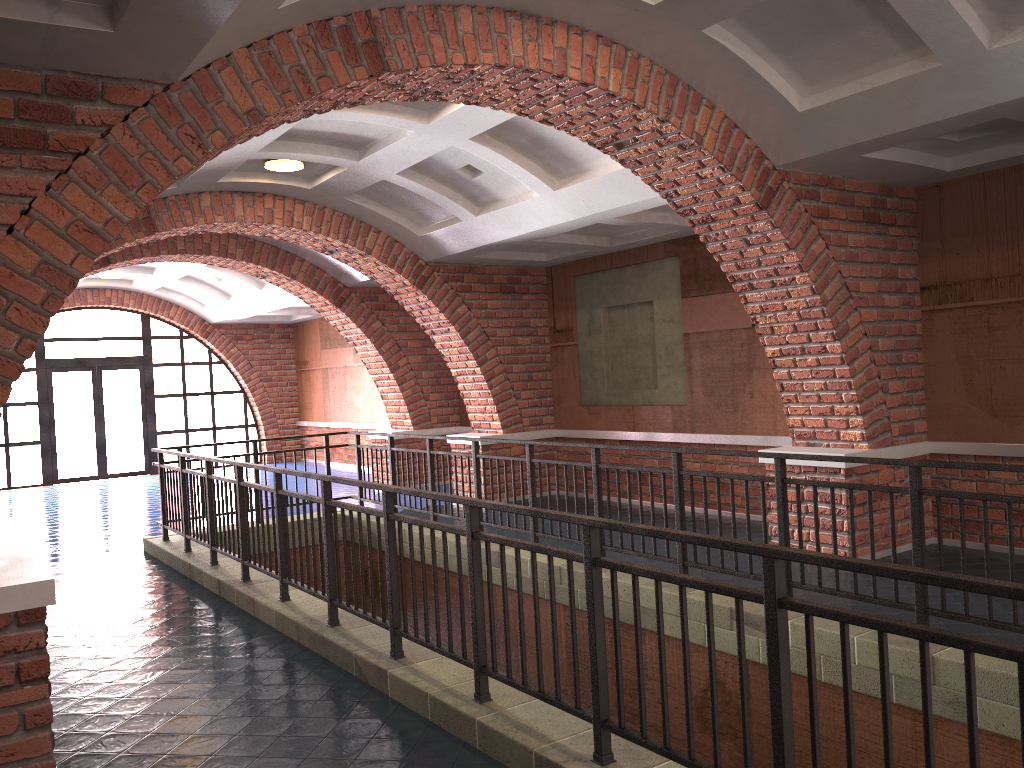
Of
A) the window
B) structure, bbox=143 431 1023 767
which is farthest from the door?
structure, bbox=143 431 1023 767

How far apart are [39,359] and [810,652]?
17.39m

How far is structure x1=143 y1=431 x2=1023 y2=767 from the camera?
2.54m

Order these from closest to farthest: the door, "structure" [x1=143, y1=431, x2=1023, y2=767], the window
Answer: "structure" [x1=143, y1=431, x2=1023, y2=767] < the window < the door

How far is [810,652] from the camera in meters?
2.5

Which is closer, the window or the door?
the window

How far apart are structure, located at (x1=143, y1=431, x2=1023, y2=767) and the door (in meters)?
9.26

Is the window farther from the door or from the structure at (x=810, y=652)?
the structure at (x=810, y=652)

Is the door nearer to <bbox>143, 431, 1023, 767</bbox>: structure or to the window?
the window

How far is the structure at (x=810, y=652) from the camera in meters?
2.5
